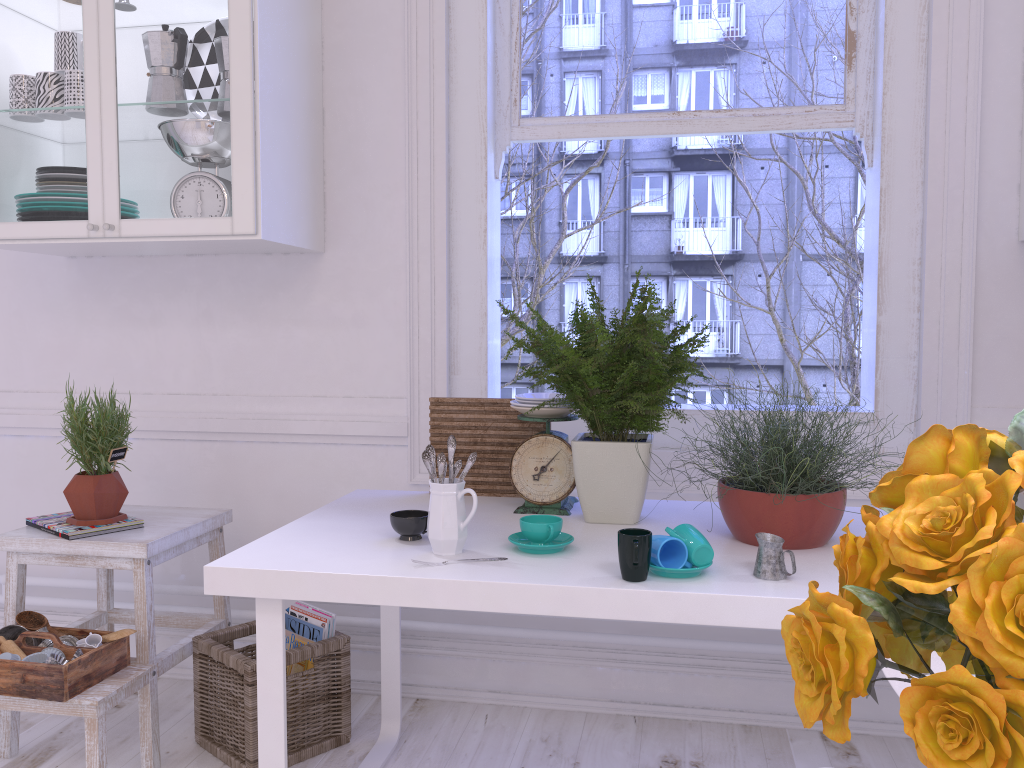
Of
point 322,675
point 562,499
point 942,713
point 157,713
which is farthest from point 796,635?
point 157,713

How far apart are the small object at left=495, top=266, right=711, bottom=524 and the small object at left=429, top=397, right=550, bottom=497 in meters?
0.2 m

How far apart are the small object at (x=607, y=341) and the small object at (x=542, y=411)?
0.06m

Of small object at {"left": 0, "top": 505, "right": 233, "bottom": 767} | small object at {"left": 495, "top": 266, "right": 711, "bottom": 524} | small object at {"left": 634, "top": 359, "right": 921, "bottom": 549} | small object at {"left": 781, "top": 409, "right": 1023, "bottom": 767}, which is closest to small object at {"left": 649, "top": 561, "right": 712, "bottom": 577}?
small object at {"left": 634, "top": 359, "right": 921, "bottom": 549}

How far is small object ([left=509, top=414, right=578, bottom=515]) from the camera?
1.9m

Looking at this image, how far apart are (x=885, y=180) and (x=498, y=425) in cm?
117

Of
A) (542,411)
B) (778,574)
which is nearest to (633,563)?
(778,574)

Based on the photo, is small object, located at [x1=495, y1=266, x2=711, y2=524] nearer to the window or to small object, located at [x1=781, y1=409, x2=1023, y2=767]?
the window

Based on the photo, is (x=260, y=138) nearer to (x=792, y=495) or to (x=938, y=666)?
(x=792, y=495)

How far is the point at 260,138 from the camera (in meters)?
2.11
